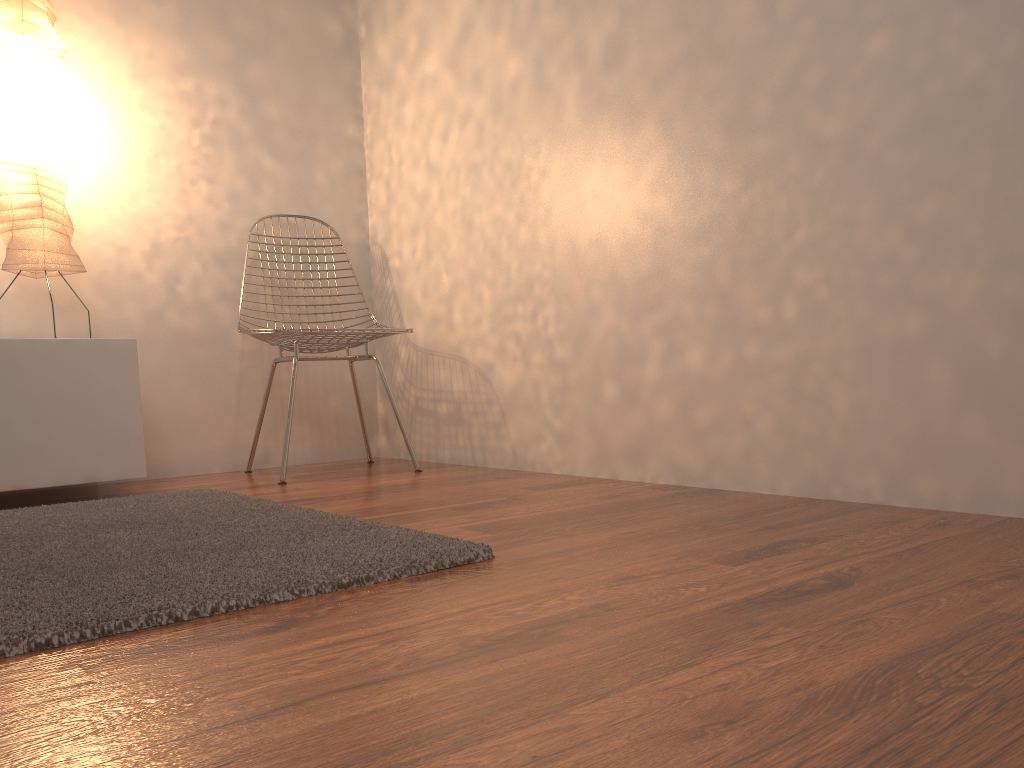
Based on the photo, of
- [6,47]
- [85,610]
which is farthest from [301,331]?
[85,610]

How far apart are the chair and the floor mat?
0.6 meters

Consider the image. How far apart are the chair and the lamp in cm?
49

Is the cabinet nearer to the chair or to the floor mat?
the floor mat

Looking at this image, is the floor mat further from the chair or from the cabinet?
the chair

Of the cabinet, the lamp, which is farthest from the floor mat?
the lamp

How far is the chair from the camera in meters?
2.7

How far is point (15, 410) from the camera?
2.3m

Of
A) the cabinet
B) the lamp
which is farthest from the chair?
the lamp

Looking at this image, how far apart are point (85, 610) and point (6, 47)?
2.00m
